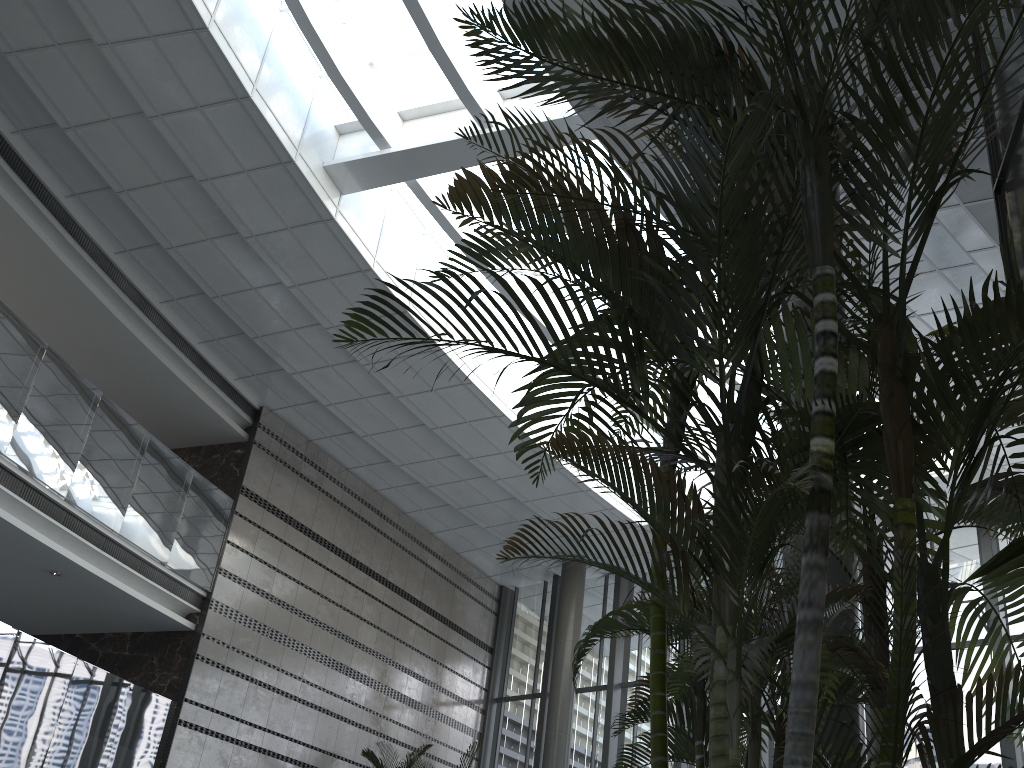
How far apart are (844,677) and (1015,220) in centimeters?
238cm

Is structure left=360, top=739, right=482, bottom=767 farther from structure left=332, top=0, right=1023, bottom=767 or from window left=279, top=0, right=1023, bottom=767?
structure left=332, top=0, right=1023, bottom=767

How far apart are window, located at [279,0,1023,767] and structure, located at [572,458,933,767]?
7.5 meters

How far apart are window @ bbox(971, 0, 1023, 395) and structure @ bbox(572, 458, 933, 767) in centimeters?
184cm

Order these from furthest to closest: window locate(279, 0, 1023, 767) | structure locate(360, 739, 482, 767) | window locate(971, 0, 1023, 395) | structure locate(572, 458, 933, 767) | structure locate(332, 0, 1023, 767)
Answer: structure locate(360, 739, 482, 767) < window locate(279, 0, 1023, 767) < window locate(971, 0, 1023, 395) < structure locate(572, 458, 933, 767) < structure locate(332, 0, 1023, 767)

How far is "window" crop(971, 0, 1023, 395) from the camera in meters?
4.2 m

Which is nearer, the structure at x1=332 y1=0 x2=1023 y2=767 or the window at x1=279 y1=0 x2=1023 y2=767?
the structure at x1=332 y1=0 x2=1023 y2=767

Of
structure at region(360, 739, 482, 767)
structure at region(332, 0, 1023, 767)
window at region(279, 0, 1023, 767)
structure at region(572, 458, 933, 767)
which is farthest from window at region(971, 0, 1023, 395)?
structure at region(360, 739, 482, 767)

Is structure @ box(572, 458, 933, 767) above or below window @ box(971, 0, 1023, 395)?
below

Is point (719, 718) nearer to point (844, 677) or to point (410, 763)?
point (844, 677)
